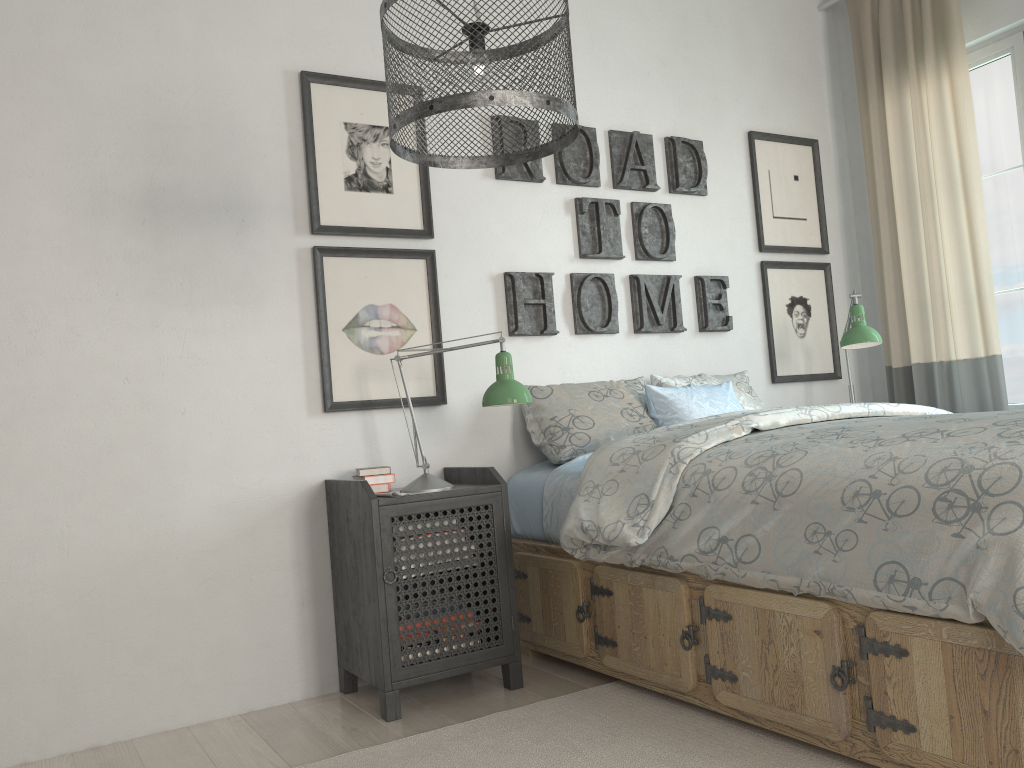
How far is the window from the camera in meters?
3.5 m

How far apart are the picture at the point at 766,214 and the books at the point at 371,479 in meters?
2.0 m

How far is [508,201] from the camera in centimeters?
314cm

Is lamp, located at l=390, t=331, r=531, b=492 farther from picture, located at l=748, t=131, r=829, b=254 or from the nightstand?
picture, located at l=748, t=131, r=829, b=254

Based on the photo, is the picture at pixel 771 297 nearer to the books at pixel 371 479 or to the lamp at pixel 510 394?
the lamp at pixel 510 394

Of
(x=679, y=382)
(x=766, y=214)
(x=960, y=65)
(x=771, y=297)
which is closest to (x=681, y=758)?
(x=679, y=382)

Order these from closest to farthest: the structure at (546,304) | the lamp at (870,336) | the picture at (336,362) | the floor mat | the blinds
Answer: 1. the floor mat
2. the picture at (336,362)
3. the structure at (546,304)
4. the lamp at (870,336)
5. the blinds

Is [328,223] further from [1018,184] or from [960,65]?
[1018,184]

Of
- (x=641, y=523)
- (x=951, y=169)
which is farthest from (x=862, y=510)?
(x=951, y=169)

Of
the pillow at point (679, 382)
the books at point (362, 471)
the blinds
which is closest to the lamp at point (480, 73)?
the books at point (362, 471)
